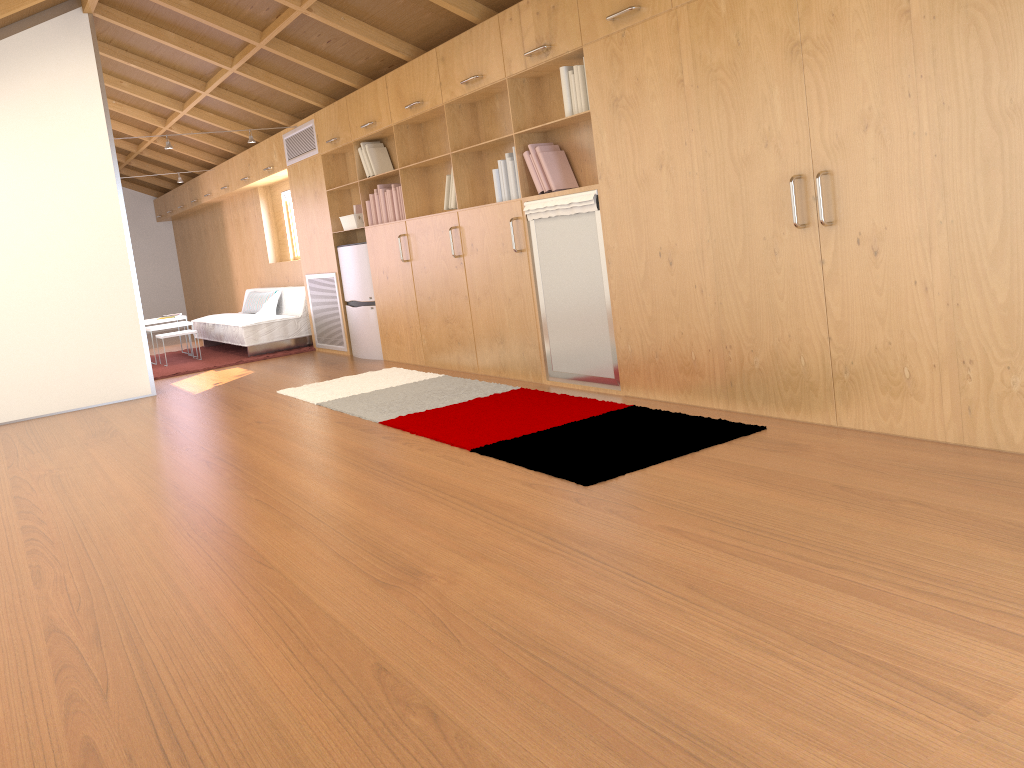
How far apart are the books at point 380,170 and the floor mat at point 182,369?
2.40m

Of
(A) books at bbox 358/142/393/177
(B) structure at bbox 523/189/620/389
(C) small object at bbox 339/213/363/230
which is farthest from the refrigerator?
(B) structure at bbox 523/189/620/389

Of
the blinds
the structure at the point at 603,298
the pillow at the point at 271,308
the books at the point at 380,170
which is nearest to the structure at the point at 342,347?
the pillow at the point at 271,308

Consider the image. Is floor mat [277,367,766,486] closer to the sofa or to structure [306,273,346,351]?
structure [306,273,346,351]

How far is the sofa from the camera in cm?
866

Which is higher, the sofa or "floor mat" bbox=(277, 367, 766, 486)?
the sofa

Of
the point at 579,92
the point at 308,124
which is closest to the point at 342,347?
the point at 308,124

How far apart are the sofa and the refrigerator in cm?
133

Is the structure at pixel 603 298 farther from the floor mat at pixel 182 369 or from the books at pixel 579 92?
the floor mat at pixel 182 369

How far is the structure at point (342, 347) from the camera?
8.1 meters
